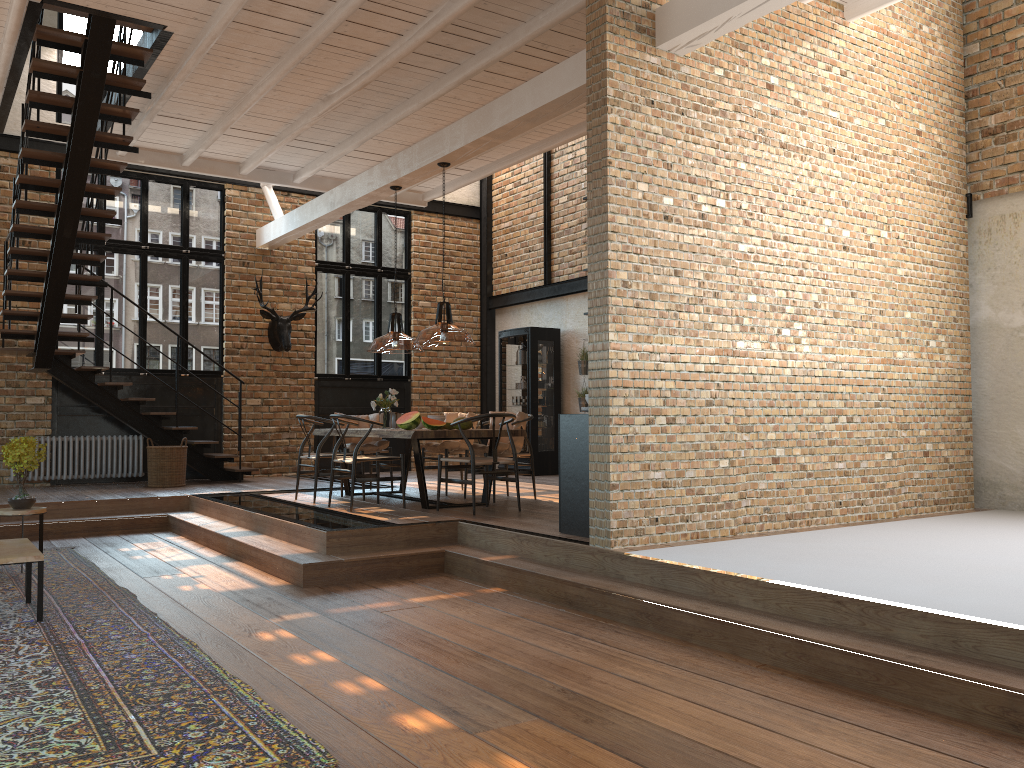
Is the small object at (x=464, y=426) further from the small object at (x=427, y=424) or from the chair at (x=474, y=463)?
the chair at (x=474, y=463)

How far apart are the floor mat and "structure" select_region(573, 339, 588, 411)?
6.71m

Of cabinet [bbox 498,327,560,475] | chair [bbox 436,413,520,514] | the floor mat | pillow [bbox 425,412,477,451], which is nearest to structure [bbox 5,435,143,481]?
the floor mat

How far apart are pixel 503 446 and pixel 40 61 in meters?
5.3 m

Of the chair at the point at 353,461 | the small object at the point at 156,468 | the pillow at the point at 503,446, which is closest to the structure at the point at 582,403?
the pillow at the point at 503,446

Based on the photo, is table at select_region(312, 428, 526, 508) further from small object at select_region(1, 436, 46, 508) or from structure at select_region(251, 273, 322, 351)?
structure at select_region(251, 273, 322, 351)

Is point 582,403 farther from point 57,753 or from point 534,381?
A: point 57,753

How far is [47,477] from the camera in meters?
10.9 m

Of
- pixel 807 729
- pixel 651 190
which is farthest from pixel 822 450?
pixel 807 729

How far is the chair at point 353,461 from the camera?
7.8m
